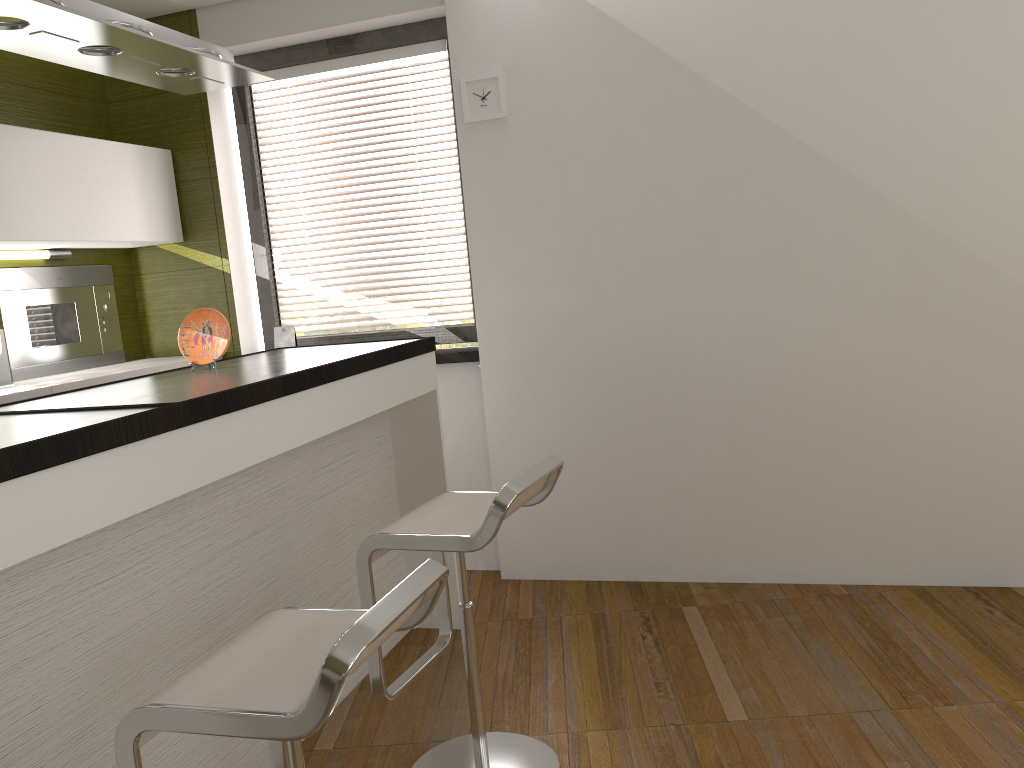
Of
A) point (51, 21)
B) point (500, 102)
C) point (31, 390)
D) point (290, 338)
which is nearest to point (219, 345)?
point (31, 390)

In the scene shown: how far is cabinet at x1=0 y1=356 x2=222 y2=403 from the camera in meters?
3.2

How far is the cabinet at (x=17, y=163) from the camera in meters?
3.3 m

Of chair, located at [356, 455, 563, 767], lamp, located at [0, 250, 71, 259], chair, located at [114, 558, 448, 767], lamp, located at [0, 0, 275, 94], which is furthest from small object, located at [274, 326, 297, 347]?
chair, located at [114, 558, 448, 767]

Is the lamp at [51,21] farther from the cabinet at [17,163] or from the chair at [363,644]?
the chair at [363,644]

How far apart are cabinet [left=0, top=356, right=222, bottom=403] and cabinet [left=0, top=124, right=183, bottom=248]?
0.5m

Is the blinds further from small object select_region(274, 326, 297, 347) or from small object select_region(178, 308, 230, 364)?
small object select_region(178, 308, 230, 364)

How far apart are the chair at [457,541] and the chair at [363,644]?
0.4m

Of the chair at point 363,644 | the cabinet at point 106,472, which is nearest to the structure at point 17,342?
the cabinet at point 106,472

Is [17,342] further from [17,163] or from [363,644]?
[363,644]
